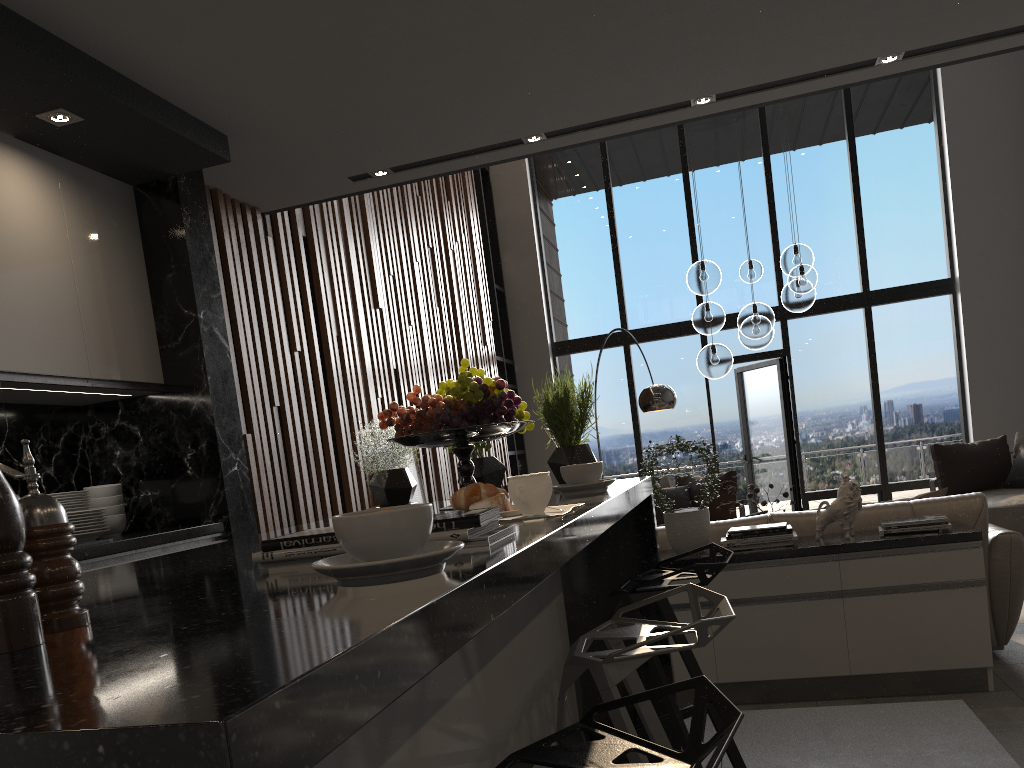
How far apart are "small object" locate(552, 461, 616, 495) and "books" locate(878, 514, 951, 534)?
2.3m

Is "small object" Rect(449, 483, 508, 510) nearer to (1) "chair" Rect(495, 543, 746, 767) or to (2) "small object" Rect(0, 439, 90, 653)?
(1) "chair" Rect(495, 543, 746, 767)

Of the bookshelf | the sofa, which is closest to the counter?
the sofa

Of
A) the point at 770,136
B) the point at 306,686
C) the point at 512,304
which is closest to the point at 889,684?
the point at 306,686

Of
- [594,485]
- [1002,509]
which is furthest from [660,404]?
[594,485]

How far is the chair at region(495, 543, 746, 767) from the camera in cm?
91

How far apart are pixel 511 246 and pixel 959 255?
4.83m

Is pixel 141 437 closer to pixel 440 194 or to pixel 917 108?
pixel 440 194

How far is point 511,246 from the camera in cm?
1031

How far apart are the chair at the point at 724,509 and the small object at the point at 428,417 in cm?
607
